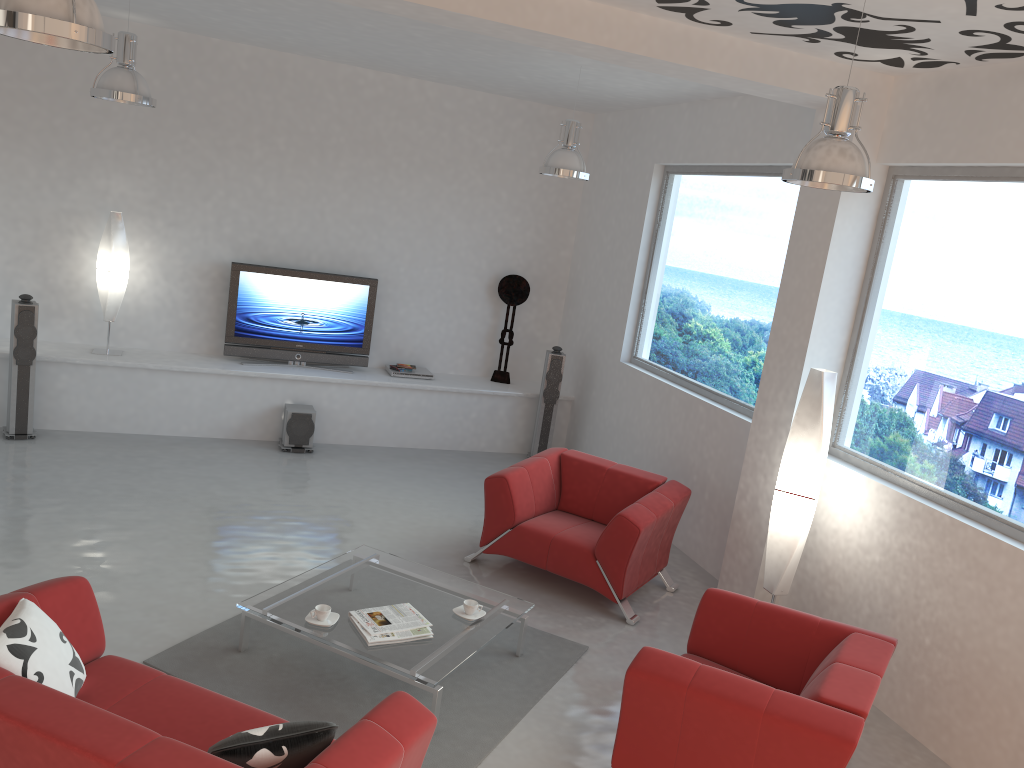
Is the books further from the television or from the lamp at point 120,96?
the television

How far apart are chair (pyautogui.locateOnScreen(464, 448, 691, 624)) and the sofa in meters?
2.6

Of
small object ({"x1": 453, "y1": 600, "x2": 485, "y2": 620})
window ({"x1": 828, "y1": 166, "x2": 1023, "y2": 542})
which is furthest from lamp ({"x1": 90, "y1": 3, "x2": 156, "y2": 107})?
window ({"x1": 828, "y1": 166, "x2": 1023, "y2": 542})

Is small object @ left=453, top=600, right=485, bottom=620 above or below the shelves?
below

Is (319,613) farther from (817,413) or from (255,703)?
(817,413)

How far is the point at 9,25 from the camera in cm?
260

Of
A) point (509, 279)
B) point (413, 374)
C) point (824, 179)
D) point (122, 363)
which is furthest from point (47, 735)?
point (509, 279)

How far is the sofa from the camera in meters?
2.6 m

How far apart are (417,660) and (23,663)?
1.7m

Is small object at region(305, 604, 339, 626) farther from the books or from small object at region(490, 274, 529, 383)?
small object at region(490, 274, 529, 383)
